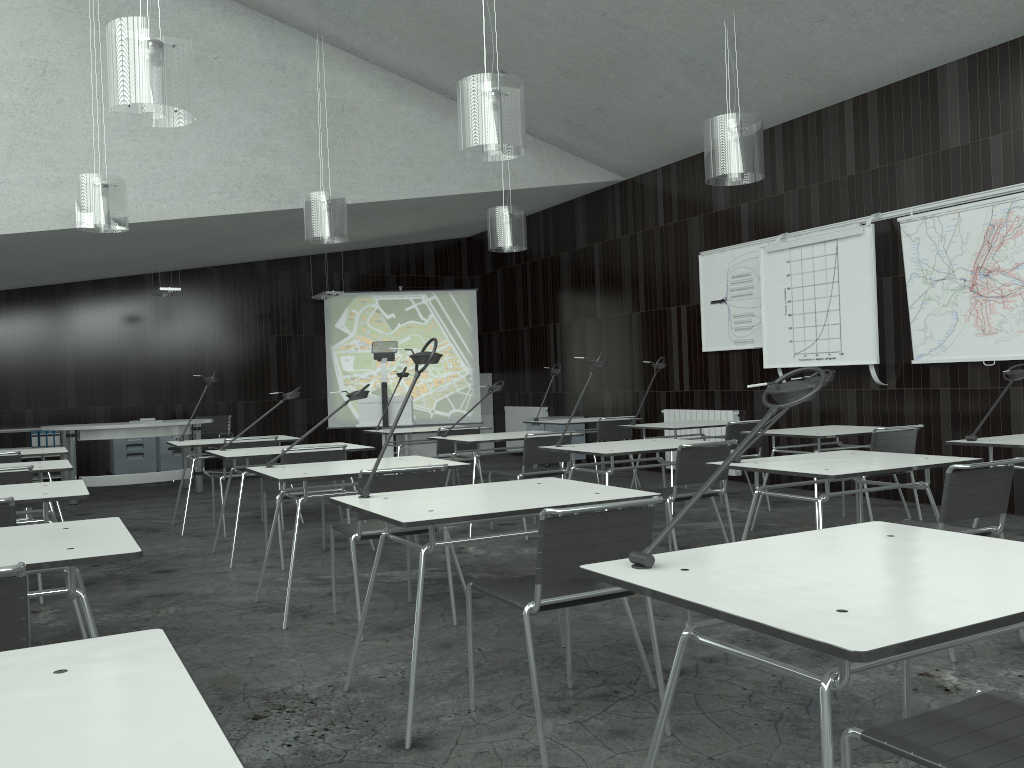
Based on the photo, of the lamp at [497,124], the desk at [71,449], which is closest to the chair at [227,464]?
the desk at [71,449]

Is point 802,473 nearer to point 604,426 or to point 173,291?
point 604,426

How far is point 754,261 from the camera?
8.2 meters

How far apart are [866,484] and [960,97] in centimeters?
311cm

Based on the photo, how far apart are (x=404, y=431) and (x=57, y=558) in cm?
521

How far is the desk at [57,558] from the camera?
2.1m

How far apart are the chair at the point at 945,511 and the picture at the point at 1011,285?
3.06m

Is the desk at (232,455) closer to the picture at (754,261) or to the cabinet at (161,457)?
the picture at (754,261)

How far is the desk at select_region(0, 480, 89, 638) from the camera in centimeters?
333cm

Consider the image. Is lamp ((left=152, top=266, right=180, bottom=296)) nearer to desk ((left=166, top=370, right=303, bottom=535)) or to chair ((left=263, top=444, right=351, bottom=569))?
desk ((left=166, top=370, right=303, bottom=535))
